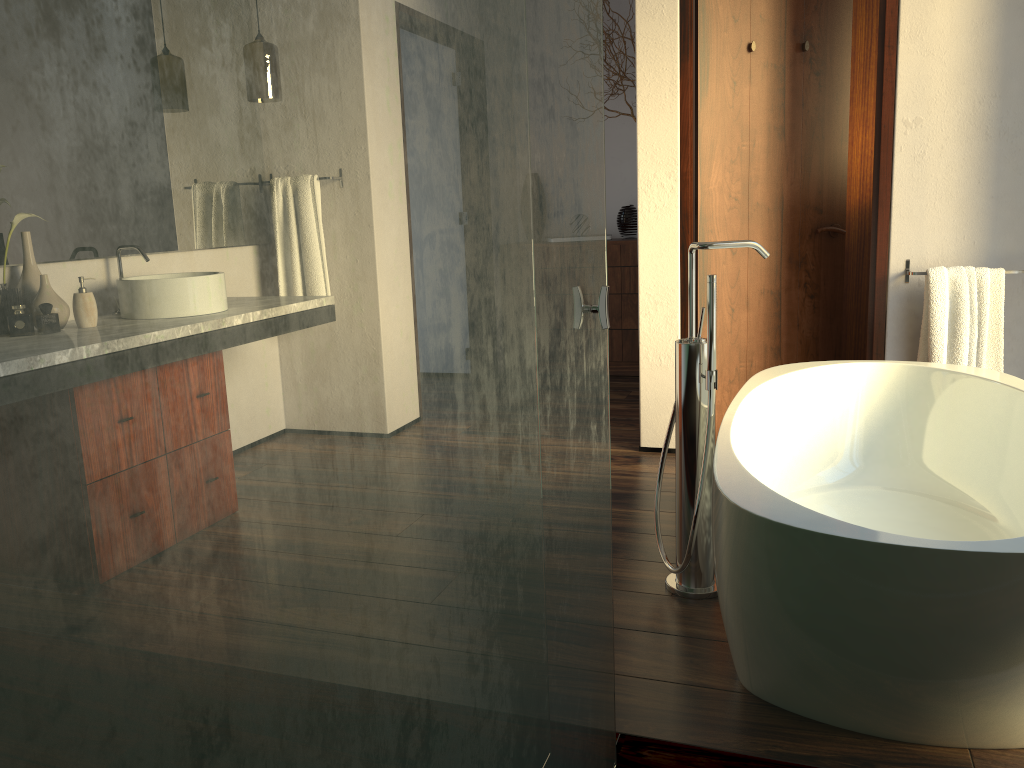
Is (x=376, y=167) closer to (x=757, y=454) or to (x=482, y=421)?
(x=482, y=421)

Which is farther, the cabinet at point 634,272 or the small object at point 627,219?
the small object at point 627,219

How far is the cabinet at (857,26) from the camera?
4.29m

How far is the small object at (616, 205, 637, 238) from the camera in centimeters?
524cm

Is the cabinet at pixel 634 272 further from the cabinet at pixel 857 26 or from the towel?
the towel

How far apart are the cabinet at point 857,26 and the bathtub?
1.91m

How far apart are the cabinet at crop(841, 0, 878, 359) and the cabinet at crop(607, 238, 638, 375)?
1.2 meters

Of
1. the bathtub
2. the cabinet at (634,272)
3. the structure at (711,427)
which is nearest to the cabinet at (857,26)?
the cabinet at (634,272)

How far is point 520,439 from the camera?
1.0 meters

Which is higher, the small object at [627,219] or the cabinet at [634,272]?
the small object at [627,219]
